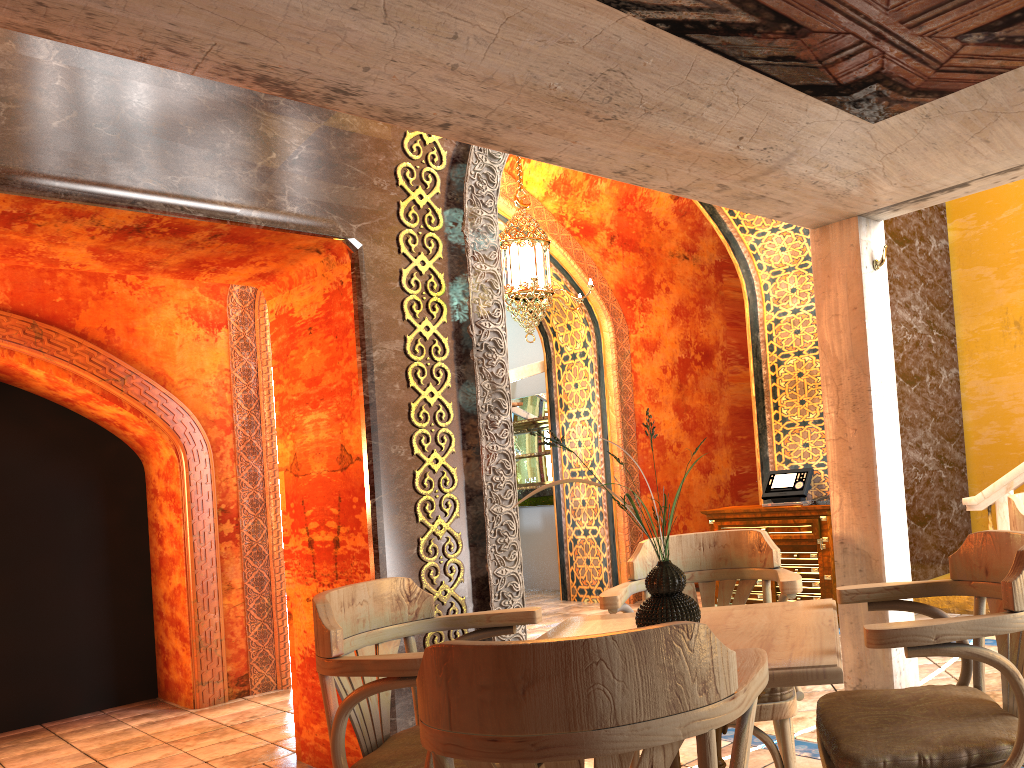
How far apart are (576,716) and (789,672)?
0.69m

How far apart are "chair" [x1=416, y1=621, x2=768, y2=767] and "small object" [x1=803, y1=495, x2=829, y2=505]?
5.3 meters

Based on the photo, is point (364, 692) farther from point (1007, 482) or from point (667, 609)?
point (1007, 482)

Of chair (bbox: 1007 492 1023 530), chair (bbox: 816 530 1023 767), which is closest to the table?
chair (bbox: 816 530 1023 767)

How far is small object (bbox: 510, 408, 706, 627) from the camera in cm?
243

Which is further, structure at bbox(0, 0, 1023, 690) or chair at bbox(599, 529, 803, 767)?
chair at bbox(599, 529, 803, 767)

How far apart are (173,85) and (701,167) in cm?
259

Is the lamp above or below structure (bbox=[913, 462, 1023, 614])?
above

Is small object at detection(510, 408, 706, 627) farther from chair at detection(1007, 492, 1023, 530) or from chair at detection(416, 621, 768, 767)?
chair at detection(1007, 492, 1023, 530)

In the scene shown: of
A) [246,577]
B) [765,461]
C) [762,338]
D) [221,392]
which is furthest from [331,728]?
[762,338]
